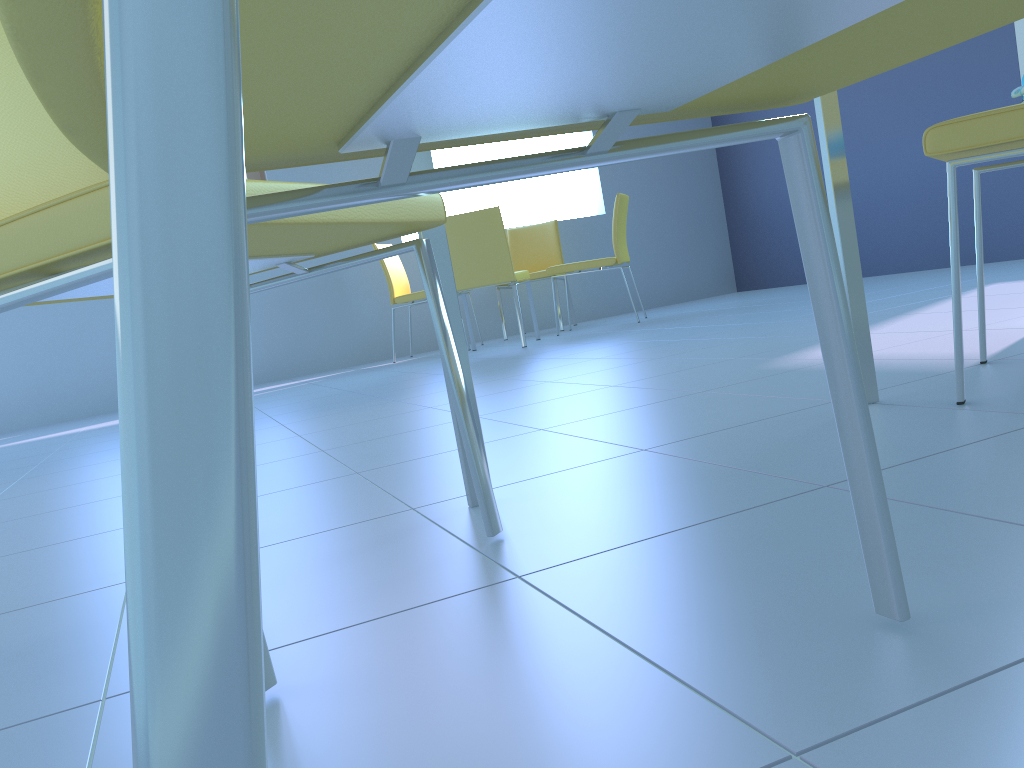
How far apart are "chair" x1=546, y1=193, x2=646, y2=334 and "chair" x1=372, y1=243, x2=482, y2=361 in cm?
74

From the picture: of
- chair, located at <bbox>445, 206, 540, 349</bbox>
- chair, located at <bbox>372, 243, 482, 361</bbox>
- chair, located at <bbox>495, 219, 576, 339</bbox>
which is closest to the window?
chair, located at <bbox>372, 243, 482, 361</bbox>

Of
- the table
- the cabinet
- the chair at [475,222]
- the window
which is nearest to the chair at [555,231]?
the chair at [475,222]

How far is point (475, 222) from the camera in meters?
4.3

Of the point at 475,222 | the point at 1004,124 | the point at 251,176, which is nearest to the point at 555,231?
the point at 475,222

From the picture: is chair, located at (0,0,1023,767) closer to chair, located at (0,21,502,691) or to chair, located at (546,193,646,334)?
chair, located at (0,21,502,691)

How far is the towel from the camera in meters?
1.3 m

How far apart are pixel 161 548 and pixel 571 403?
1.9m

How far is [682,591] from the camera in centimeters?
70cm

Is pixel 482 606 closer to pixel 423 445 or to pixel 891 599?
pixel 891 599
